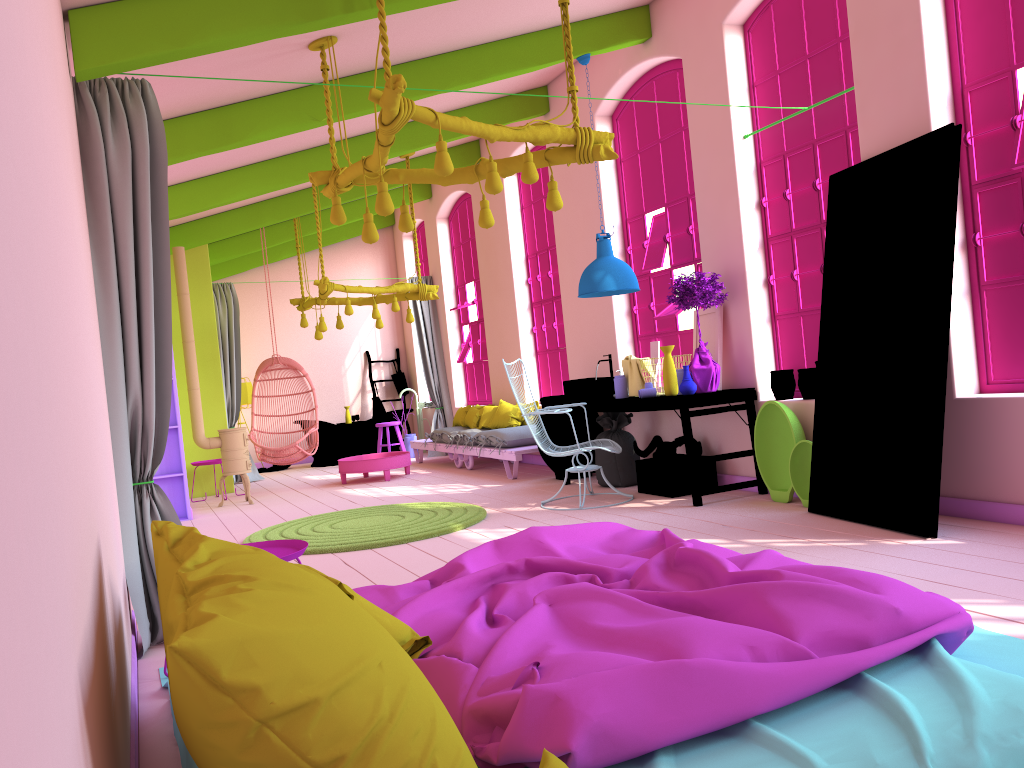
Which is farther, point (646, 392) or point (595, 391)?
point (595, 391)

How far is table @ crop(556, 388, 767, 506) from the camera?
6.5 meters

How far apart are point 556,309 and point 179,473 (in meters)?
4.45

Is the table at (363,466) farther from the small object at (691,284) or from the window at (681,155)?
the small object at (691,284)

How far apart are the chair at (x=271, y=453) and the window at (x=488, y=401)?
2.60m

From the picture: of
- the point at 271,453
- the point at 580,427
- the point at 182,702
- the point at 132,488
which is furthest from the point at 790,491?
the point at 271,453

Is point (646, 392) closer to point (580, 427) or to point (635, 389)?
point (635, 389)

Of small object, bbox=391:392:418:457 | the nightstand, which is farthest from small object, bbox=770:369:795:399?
small object, bbox=391:392:418:457

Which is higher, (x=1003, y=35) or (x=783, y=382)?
(x=1003, y=35)

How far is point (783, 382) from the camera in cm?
655
